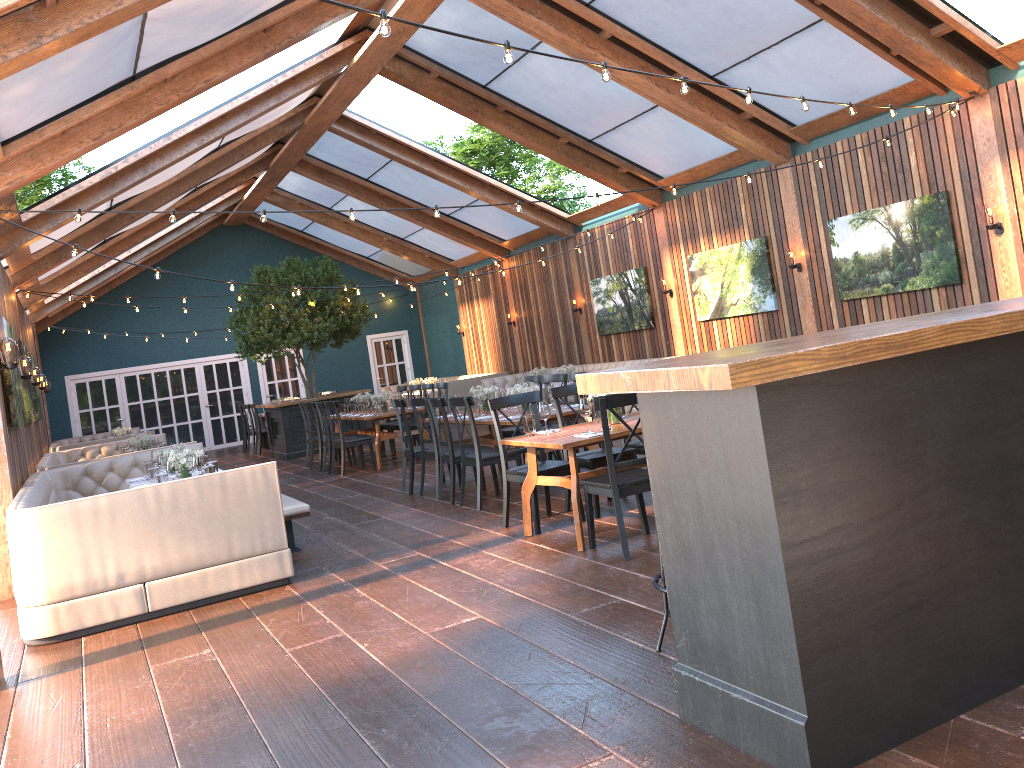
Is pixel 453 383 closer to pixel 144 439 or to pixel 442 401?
pixel 144 439

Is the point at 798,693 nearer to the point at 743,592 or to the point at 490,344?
the point at 743,592

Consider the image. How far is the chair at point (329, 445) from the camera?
12.6m

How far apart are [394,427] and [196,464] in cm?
683

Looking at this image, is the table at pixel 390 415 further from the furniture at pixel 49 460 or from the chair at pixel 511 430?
the furniture at pixel 49 460

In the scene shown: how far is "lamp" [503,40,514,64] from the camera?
4.30m

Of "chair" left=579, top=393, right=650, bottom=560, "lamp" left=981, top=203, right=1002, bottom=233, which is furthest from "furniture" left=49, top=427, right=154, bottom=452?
"lamp" left=981, top=203, right=1002, bottom=233

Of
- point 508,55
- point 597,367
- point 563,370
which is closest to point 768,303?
point 563,370

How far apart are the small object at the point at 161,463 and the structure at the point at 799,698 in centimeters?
559cm

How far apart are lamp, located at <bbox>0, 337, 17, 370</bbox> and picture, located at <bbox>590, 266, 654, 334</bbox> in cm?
937
